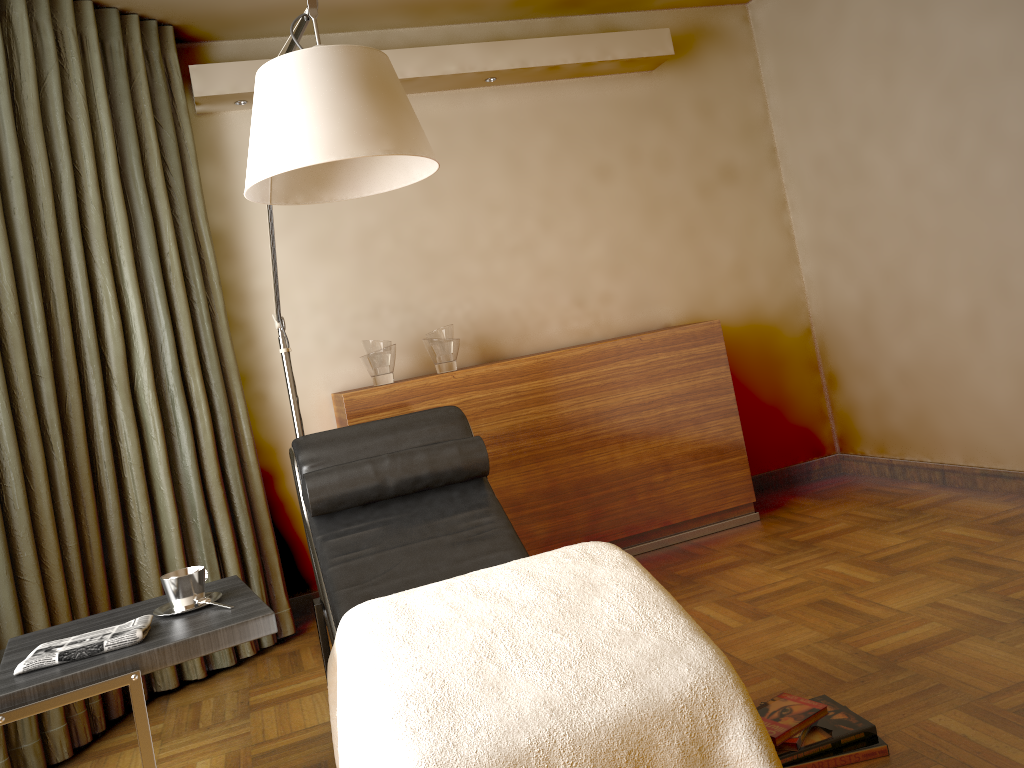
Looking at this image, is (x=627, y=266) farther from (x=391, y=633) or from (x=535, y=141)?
(x=391, y=633)

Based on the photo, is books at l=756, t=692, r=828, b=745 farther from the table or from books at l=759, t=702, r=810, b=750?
the table

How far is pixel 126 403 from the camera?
3.1 meters

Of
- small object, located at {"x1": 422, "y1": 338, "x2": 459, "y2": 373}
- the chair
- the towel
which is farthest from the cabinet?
the towel

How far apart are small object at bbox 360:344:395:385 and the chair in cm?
63

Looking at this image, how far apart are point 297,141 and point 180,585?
1.02m

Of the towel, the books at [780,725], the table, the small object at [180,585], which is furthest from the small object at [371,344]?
the books at [780,725]

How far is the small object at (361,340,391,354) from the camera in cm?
354

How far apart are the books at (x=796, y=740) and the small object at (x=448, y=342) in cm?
211

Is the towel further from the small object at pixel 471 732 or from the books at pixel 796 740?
the books at pixel 796 740
